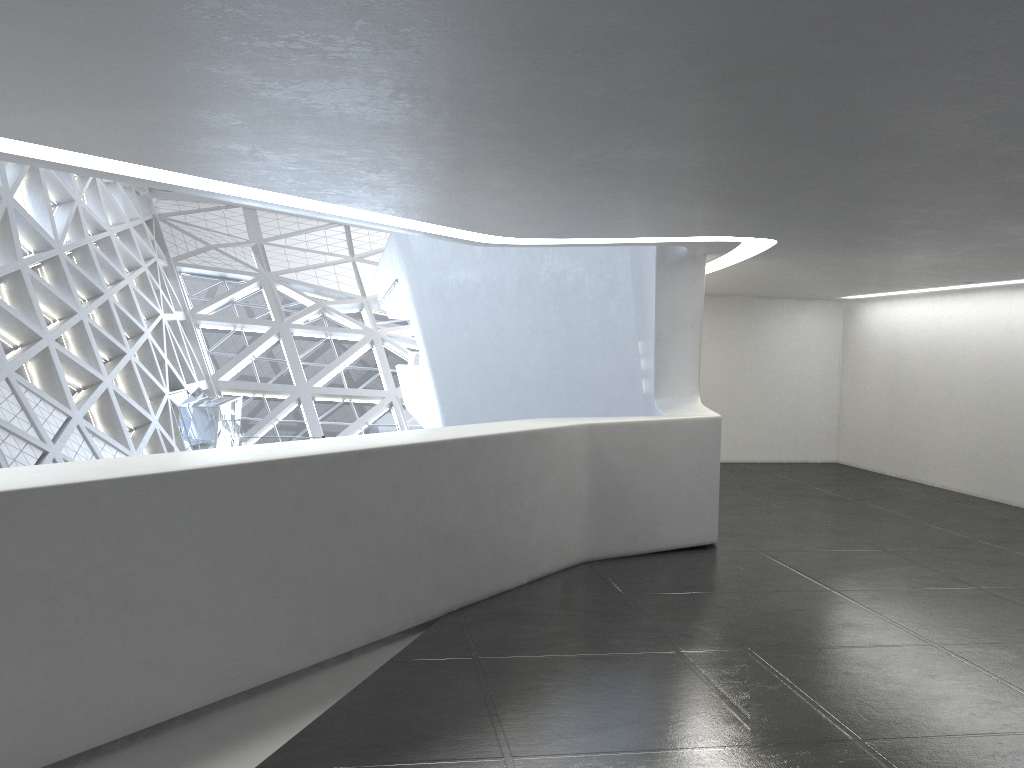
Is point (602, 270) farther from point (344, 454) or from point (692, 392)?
point (344, 454)
